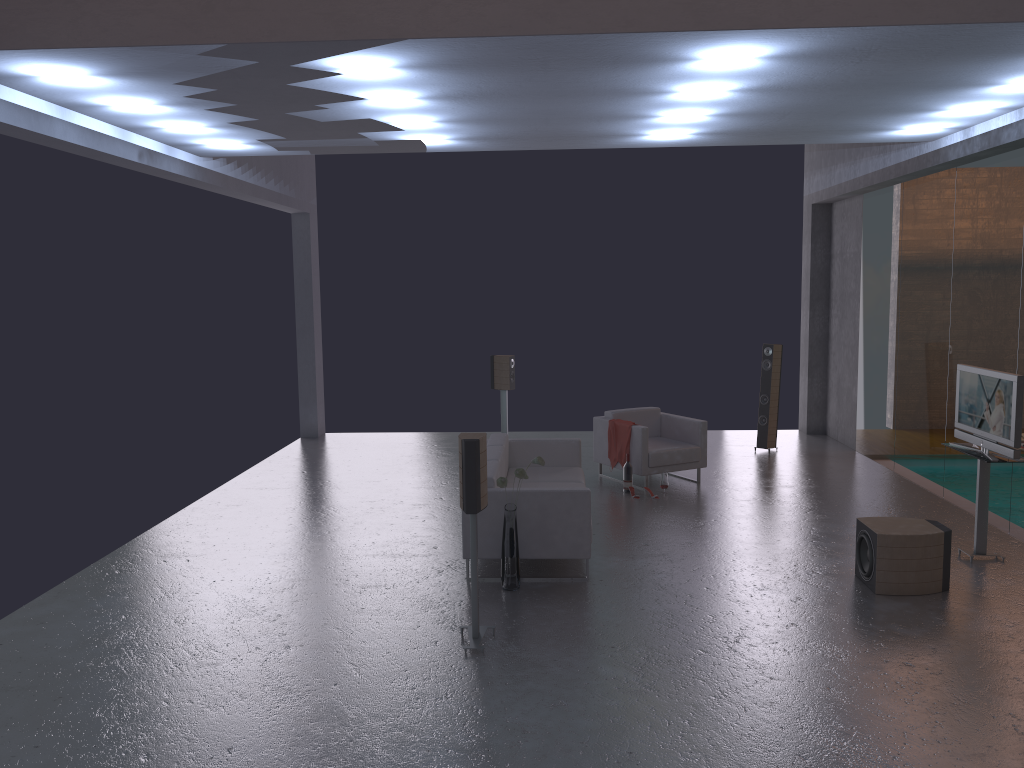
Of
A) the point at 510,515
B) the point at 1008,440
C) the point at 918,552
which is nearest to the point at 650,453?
Result: the point at 510,515

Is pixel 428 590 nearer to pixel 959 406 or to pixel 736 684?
pixel 736 684

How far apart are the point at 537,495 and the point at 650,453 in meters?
3.4

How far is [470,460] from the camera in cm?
547

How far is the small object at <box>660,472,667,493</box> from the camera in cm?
979

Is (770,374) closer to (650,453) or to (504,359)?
(650,453)

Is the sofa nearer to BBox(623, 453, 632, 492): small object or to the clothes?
BBox(623, 453, 632, 492): small object

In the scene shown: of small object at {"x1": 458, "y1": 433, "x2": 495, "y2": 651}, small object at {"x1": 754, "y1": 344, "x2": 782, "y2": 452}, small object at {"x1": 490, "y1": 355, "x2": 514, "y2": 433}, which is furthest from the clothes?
small object at {"x1": 458, "y1": 433, "x2": 495, "y2": 651}

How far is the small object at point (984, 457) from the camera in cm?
702

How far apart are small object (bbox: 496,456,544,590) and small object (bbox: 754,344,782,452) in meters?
6.3
